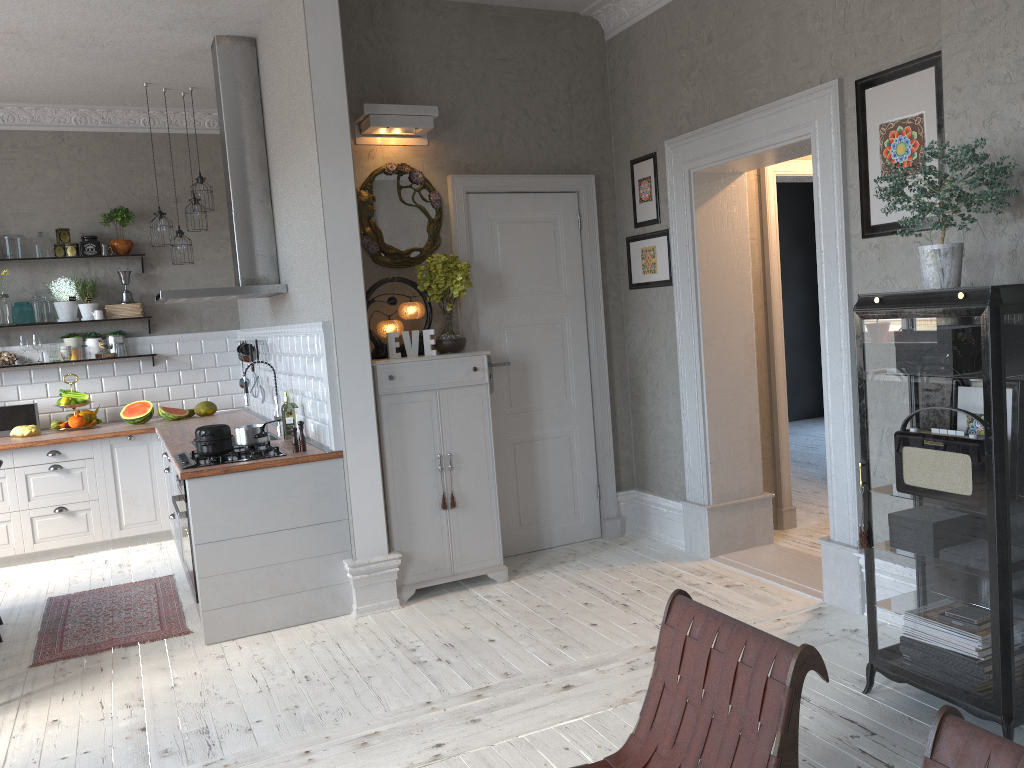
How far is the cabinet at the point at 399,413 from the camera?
4.7 meters

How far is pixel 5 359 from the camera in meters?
6.7 m

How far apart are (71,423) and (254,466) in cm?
307

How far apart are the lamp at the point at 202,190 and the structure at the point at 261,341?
1.29m

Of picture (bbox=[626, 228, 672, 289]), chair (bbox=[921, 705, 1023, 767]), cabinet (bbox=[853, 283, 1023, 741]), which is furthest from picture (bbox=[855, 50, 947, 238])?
chair (bbox=[921, 705, 1023, 767])

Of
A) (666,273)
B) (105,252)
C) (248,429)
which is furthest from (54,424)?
(666,273)

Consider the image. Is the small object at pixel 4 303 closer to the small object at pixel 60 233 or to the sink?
the small object at pixel 60 233

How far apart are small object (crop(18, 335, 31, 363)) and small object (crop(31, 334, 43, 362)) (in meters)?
0.11

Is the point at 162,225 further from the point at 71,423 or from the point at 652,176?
the point at 652,176

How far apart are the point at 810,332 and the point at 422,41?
6.59m
